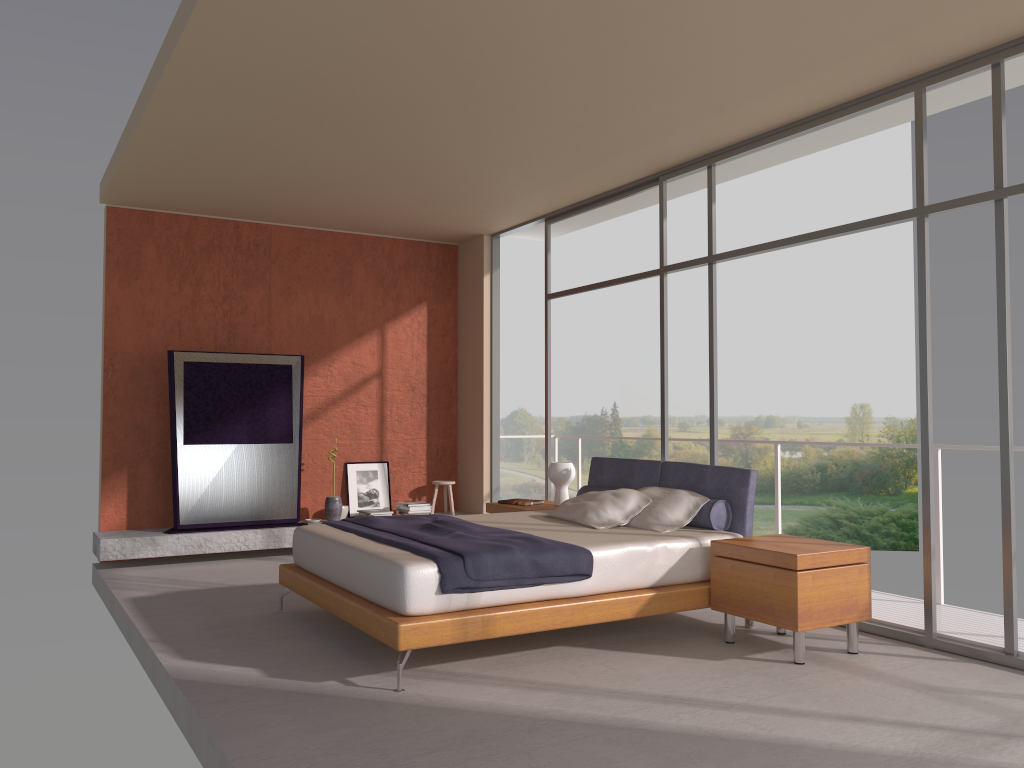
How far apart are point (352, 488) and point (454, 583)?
4.8 meters

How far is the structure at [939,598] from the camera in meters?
5.6

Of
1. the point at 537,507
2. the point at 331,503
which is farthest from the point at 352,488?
the point at 537,507

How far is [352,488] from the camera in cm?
886

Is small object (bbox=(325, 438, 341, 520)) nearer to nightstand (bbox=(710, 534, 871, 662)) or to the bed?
the bed

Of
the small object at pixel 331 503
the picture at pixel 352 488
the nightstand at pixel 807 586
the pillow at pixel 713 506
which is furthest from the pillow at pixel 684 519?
the picture at pixel 352 488

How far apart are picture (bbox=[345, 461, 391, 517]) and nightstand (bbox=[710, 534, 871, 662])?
4.7 meters

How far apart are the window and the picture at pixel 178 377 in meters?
2.4 m

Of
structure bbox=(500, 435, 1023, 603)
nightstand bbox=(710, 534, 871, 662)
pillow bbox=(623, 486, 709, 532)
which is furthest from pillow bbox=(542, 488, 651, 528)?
structure bbox=(500, 435, 1023, 603)

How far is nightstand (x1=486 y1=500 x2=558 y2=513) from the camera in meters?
6.9
